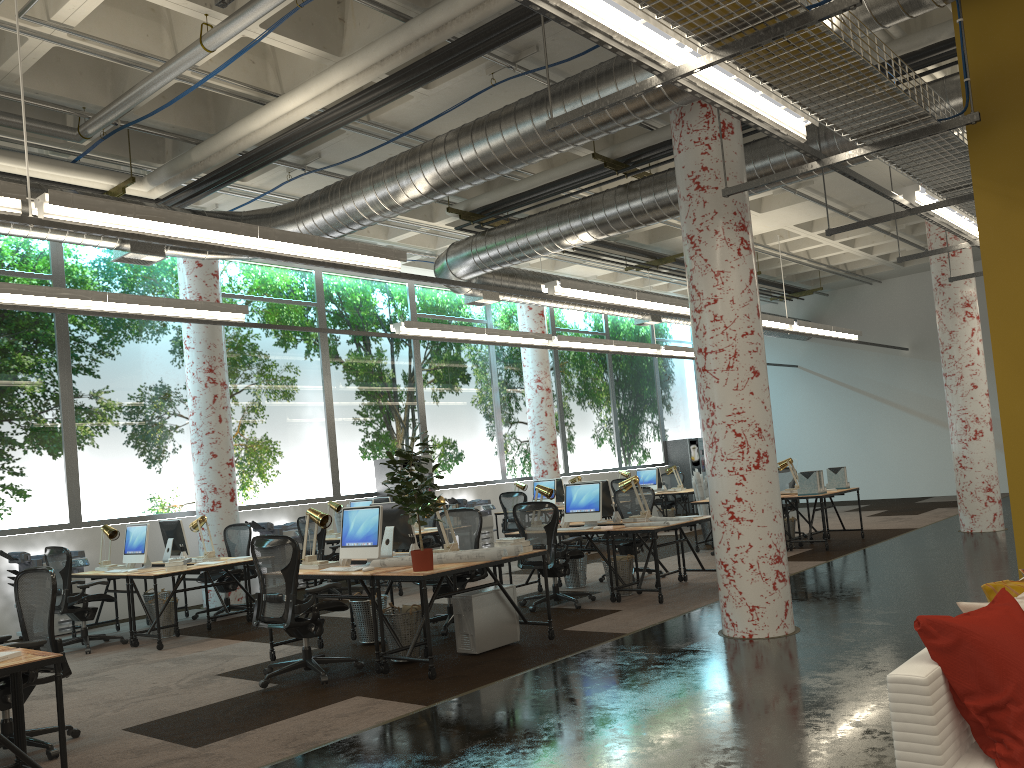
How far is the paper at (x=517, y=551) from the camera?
6.77m

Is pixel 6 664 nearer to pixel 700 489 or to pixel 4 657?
pixel 4 657

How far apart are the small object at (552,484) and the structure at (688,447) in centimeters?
732cm

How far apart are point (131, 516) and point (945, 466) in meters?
16.4 m

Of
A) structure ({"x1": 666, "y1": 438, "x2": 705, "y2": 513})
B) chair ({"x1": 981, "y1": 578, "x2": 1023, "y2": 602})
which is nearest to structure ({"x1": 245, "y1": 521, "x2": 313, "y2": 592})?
chair ({"x1": 981, "y1": 578, "x2": 1023, "y2": 602})

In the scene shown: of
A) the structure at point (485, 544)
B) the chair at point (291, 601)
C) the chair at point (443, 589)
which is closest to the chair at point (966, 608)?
the chair at point (291, 601)

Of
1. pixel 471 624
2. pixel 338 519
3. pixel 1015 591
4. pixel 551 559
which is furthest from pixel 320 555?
pixel 1015 591

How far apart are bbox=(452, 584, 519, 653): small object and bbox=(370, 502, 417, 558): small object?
0.9 meters

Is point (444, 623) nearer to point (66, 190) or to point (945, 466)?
point (66, 190)

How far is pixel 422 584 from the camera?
6.06m
